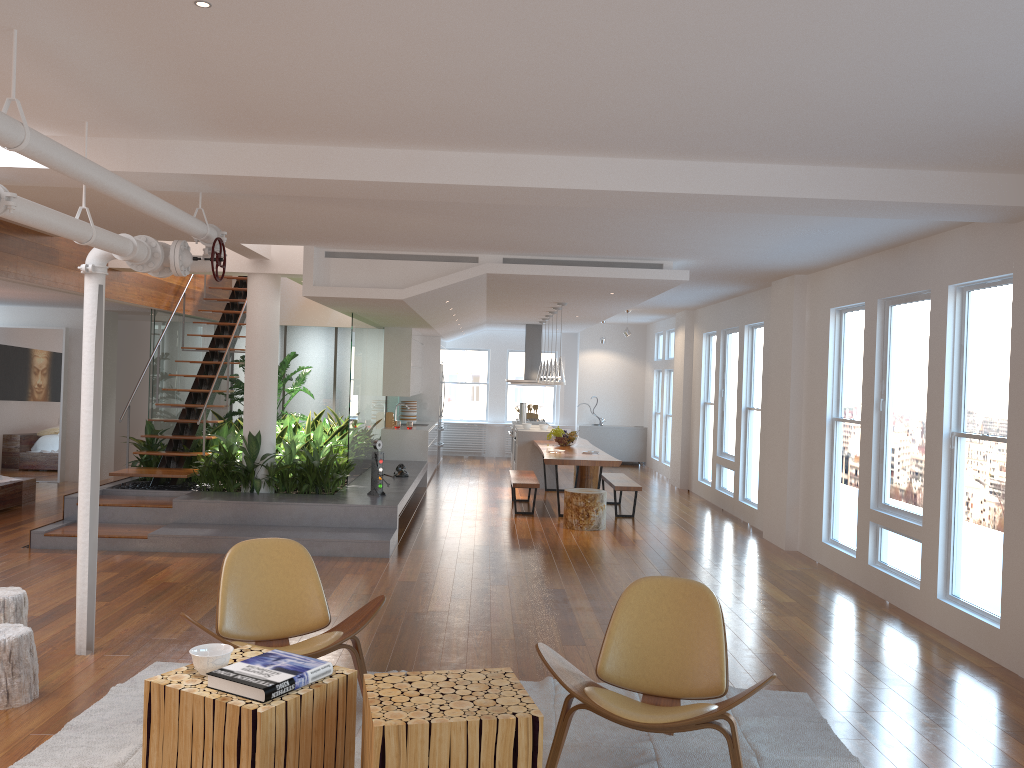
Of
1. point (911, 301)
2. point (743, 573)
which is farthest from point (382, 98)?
point (743, 573)

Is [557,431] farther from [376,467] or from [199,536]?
[199,536]

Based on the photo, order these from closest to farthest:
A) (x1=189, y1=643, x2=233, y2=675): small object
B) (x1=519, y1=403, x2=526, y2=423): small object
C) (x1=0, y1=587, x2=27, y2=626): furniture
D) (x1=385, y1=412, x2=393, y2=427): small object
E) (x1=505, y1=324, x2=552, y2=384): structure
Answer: (x1=189, y1=643, x2=233, y2=675): small object → (x1=0, y1=587, x2=27, y2=626): furniture → (x1=385, y1=412, x2=393, y2=427): small object → (x1=519, y1=403, x2=526, y2=423): small object → (x1=505, y1=324, x2=552, y2=384): structure

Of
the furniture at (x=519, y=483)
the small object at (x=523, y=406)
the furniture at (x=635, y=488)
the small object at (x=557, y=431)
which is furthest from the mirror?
the furniture at (x=635, y=488)

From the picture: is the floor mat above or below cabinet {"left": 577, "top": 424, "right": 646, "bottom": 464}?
below

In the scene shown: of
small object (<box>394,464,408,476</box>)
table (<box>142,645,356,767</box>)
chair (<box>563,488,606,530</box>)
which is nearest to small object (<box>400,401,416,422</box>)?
small object (<box>394,464,408,476</box>)

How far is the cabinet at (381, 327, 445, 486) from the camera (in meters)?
12.64

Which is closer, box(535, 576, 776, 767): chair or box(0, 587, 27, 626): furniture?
box(535, 576, 776, 767): chair

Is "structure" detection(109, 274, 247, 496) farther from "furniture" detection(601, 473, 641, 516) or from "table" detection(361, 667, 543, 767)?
"table" detection(361, 667, 543, 767)

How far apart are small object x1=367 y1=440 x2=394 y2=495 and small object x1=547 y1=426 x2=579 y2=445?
3.5m
